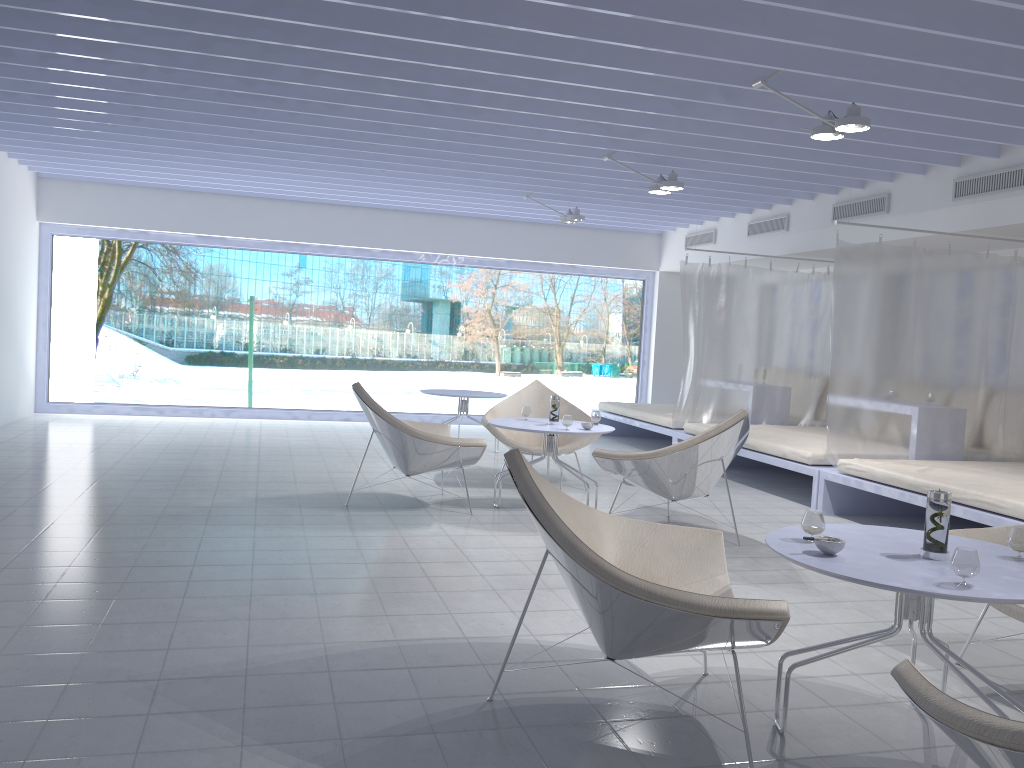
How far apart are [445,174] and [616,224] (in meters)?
3.24

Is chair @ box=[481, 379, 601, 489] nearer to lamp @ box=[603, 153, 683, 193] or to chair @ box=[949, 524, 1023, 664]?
lamp @ box=[603, 153, 683, 193]

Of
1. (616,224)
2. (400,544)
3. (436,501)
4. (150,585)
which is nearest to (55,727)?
(150,585)

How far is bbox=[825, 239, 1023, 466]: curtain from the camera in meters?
6.0 m

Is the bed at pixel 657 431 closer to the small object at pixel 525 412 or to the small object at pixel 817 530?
the small object at pixel 525 412

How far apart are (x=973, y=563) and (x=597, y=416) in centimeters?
371cm

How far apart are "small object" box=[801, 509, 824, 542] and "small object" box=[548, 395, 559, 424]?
3.18m

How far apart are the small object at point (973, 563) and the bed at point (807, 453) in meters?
3.9 m

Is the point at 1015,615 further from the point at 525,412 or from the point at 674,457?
the point at 525,412

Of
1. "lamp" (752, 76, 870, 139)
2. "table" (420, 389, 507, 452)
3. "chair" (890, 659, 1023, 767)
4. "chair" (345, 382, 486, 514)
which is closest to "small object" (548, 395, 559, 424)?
"chair" (345, 382, 486, 514)
